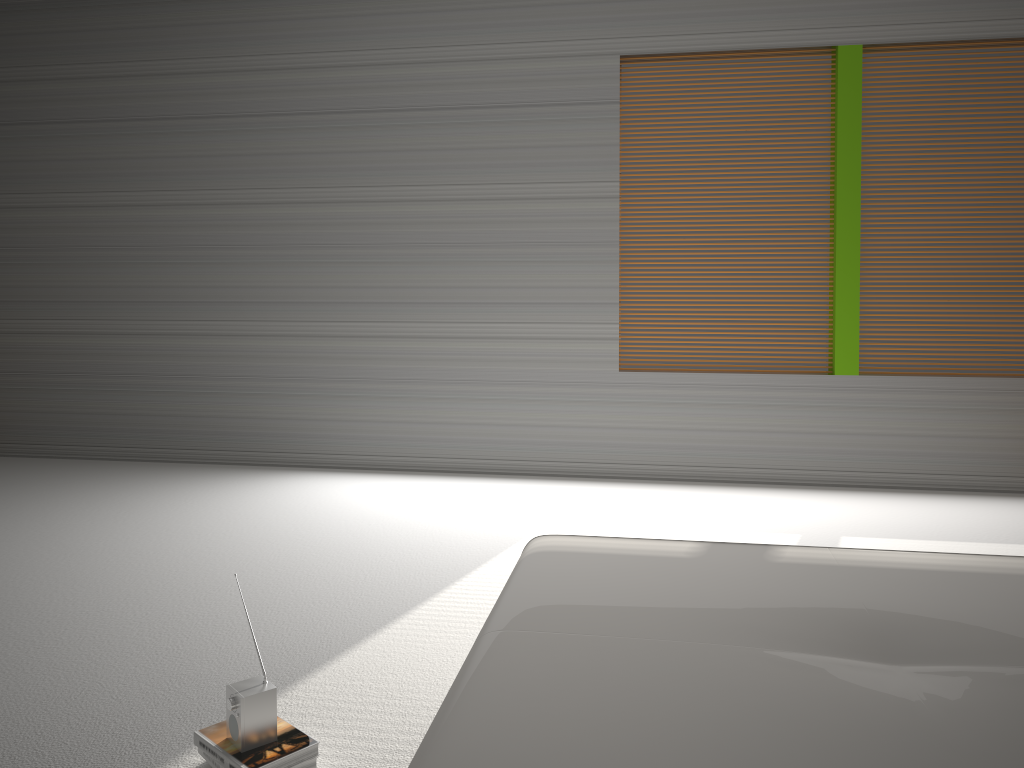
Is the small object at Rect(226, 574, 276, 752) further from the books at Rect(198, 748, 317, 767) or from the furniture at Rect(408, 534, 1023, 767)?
the furniture at Rect(408, 534, 1023, 767)

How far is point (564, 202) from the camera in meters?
5.4 m

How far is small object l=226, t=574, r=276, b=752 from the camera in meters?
2.1 m

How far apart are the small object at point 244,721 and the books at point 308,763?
0.08m

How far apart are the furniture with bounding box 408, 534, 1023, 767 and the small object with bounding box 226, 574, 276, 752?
0.65m

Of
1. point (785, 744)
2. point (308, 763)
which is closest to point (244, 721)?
point (308, 763)

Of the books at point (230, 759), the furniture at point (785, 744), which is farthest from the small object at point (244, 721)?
the furniture at point (785, 744)

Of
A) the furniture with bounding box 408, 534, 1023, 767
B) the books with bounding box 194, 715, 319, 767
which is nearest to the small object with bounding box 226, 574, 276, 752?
the books with bounding box 194, 715, 319, 767

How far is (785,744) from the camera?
1.3 meters

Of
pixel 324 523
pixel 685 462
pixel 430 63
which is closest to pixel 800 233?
pixel 685 462
